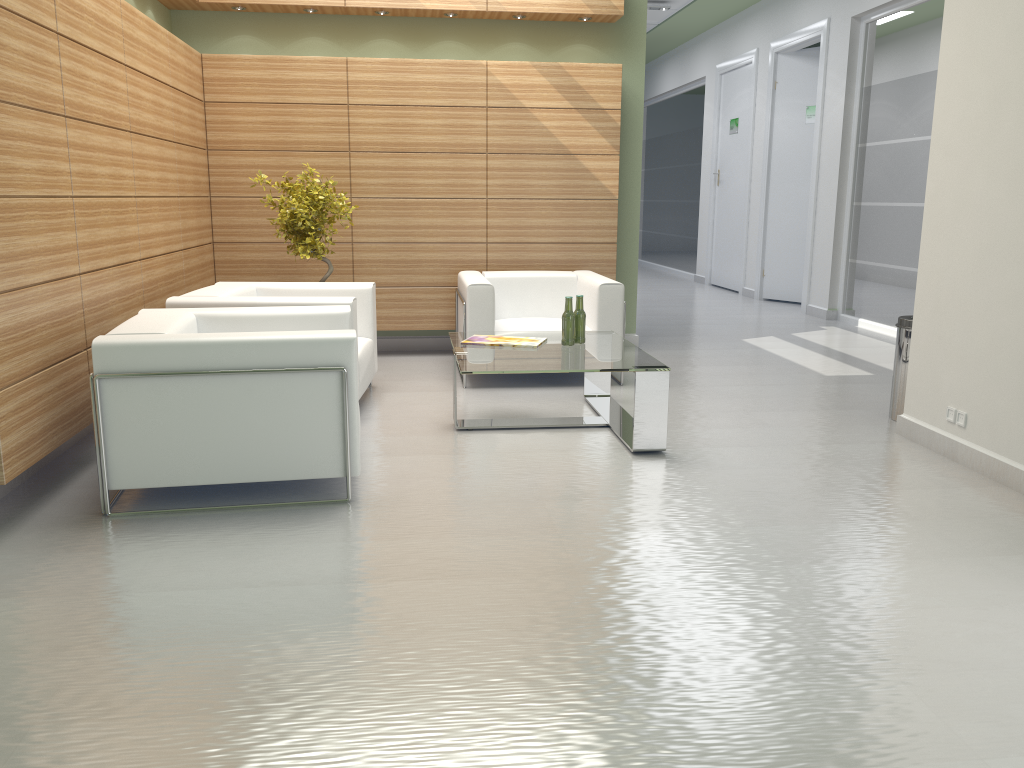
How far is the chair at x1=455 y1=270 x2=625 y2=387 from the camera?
10.0m

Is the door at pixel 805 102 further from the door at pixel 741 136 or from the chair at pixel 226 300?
the chair at pixel 226 300

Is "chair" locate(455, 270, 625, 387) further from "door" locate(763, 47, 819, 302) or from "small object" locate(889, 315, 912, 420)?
"door" locate(763, 47, 819, 302)

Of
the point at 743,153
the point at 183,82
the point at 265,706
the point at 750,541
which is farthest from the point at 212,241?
the point at 743,153

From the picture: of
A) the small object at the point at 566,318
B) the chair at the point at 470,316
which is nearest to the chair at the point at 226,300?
the chair at the point at 470,316

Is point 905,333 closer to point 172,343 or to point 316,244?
point 316,244

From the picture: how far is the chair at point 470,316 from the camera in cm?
1003

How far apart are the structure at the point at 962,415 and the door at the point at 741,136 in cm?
1360

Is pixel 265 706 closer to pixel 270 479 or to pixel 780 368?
pixel 270 479

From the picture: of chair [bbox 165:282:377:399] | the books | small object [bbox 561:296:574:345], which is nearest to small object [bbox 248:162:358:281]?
chair [bbox 165:282:377:399]
